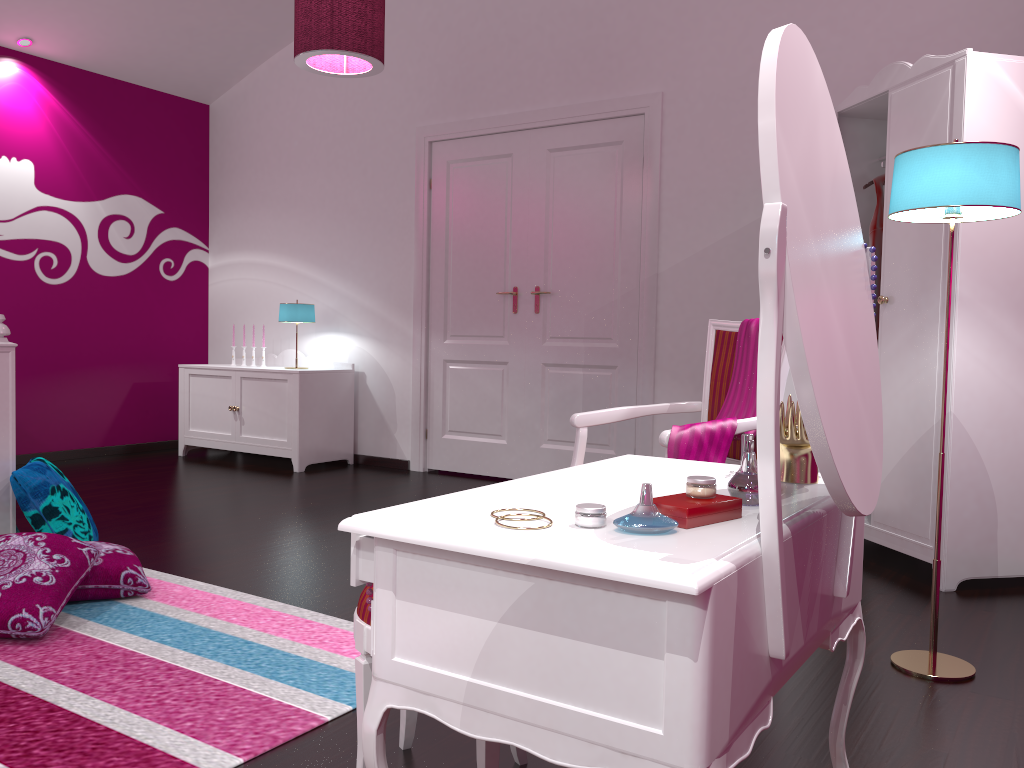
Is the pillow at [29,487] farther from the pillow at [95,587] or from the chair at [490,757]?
the chair at [490,757]

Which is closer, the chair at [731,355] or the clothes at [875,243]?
the chair at [731,355]

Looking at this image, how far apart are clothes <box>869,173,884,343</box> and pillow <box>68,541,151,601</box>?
3.00m

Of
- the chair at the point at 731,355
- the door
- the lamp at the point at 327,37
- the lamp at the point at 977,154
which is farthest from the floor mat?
the door

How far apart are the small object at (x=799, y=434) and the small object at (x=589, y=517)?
0.5m

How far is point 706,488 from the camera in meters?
1.2 m

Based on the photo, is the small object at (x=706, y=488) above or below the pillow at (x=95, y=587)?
above

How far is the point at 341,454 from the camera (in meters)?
5.66

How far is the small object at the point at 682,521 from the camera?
1.11m

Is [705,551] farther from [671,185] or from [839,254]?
[671,185]
